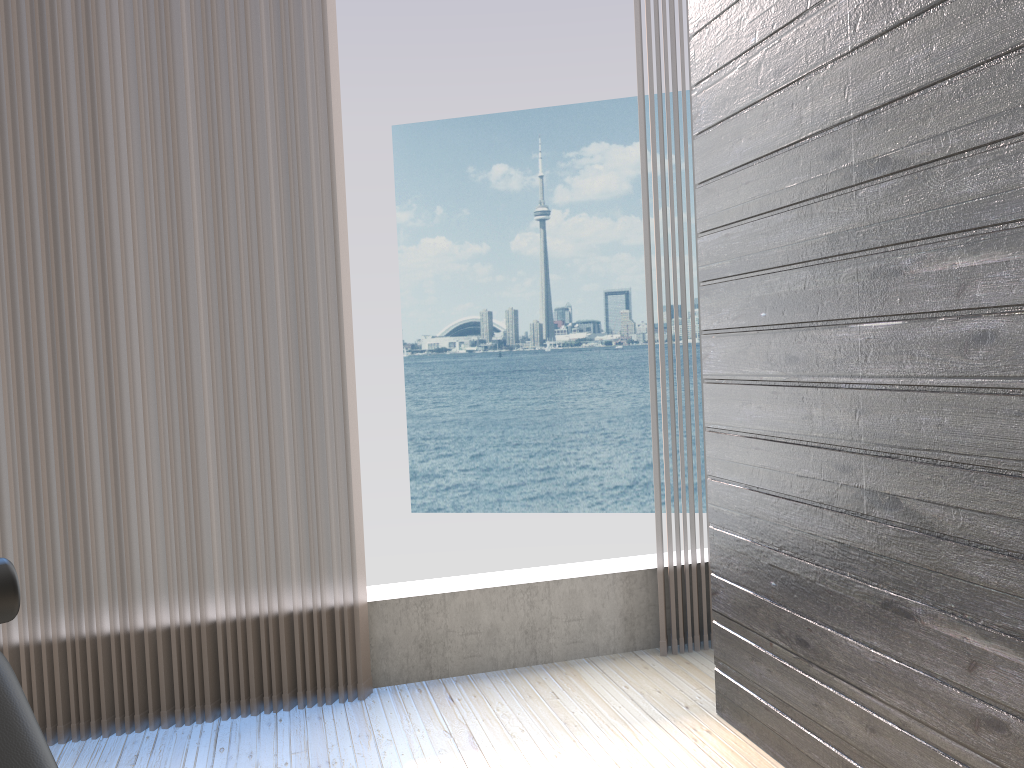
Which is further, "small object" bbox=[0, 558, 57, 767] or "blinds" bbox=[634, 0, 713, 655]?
"blinds" bbox=[634, 0, 713, 655]

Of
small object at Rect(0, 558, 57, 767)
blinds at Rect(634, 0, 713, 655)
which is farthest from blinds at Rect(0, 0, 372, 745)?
small object at Rect(0, 558, 57, 767)

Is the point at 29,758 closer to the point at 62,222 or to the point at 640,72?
the point at 62,222

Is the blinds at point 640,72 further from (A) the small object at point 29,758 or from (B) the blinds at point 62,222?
(A) the small object at point 29,758

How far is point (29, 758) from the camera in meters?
0.9 m

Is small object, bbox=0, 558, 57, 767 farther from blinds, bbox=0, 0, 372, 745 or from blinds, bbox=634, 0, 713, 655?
blinds, bbox=634, 0, 713, 655

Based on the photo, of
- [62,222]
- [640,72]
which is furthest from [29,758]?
[640,72]

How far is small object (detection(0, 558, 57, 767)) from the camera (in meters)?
0.92

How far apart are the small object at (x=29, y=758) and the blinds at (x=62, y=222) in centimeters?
132cm

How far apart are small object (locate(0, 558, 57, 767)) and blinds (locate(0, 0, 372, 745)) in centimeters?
132cm
